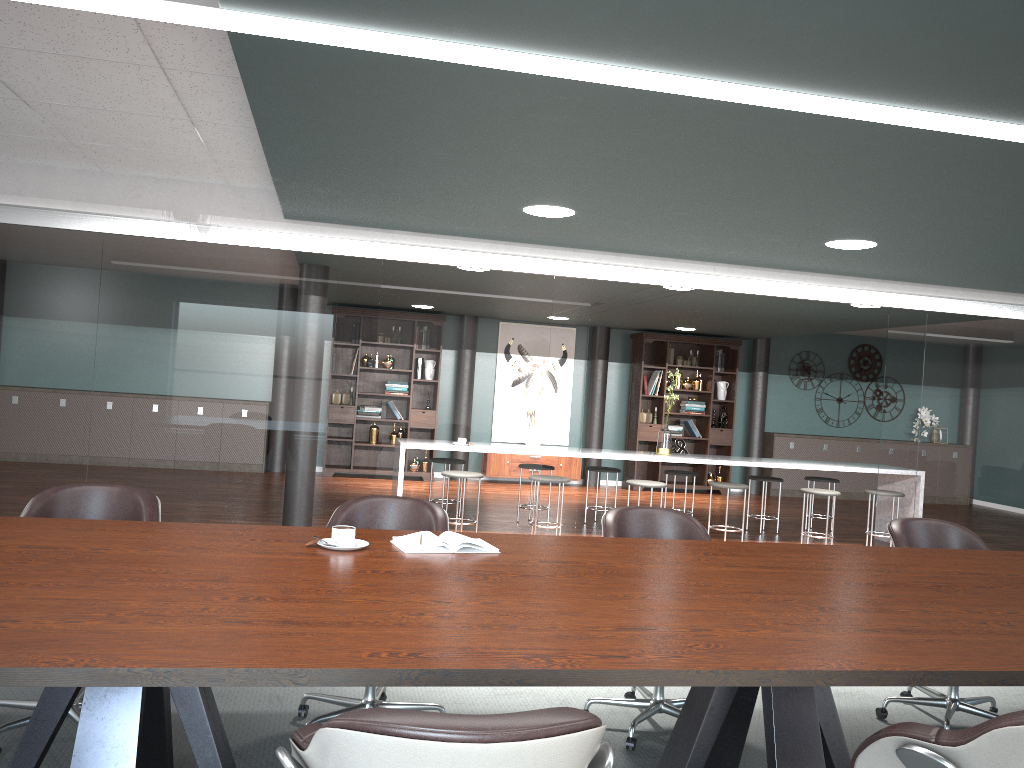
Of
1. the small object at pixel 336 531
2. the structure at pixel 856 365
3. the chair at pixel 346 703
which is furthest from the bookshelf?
the small object at pixel 336 531

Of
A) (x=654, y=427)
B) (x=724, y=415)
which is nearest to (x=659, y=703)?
(x=654, y=427)

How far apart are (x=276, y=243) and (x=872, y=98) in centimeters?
348cm

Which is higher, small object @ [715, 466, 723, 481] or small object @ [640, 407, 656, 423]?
small object @ [640, 407, 656, 423]

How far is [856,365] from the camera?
12.2 meters

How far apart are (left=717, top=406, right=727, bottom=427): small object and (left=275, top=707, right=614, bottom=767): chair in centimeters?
1032cm

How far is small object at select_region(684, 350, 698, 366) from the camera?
11.4 meters

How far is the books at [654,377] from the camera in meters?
11.3 m

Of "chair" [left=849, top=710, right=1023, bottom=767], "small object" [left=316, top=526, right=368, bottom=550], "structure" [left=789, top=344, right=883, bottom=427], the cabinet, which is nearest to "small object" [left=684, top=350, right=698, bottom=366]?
the cabinet

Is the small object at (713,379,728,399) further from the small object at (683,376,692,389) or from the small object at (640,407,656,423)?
the small object at (640,407,656,423)
